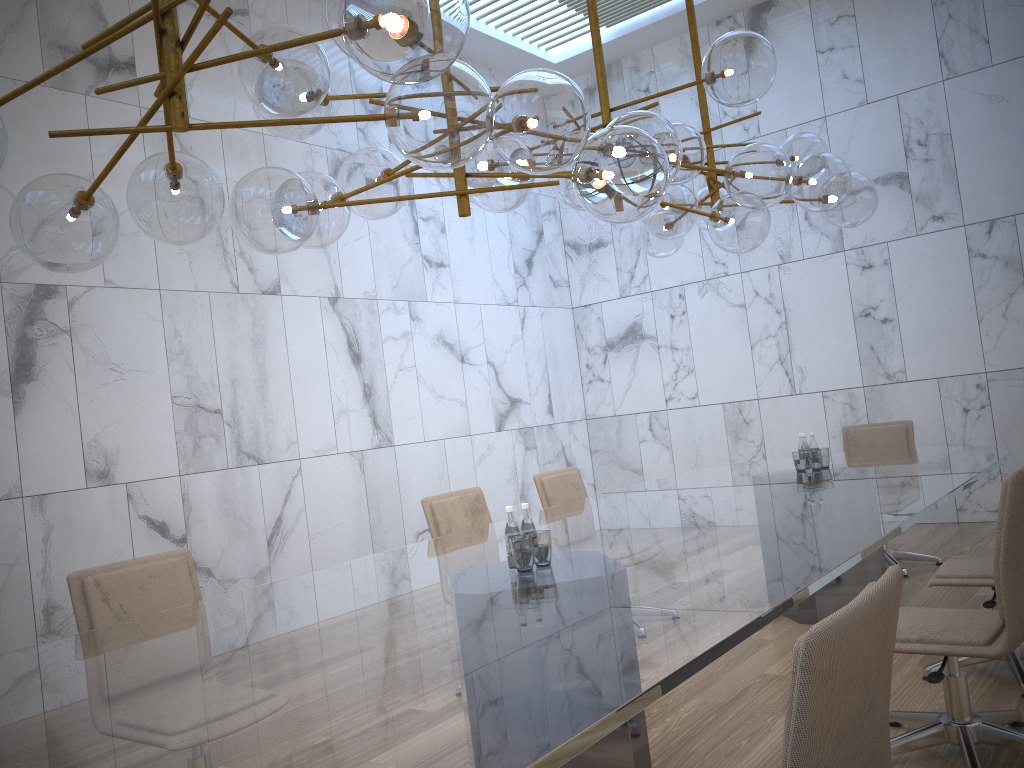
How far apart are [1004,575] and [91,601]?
3.1 meters

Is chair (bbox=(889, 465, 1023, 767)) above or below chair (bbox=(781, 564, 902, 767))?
below

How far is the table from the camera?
1.55m

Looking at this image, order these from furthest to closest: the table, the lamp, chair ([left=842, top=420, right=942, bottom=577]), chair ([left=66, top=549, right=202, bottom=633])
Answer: chair ([left=842, top=420, right=942, bottom=577])
chair ([left=66, top=549, right=202, bottom=633])
the lamp
the table

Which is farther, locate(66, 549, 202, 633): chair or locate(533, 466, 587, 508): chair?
locate(533, 466, 587, 508): chair

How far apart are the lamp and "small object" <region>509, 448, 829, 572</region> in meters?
1.1 m

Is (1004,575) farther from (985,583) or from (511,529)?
(511,529)

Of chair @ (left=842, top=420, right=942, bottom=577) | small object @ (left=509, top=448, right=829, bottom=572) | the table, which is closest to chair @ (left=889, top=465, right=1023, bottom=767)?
the table

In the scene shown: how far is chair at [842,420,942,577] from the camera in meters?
6.2

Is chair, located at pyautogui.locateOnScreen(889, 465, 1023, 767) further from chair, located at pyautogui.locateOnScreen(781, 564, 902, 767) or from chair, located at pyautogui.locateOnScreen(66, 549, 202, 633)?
chair, located at pyautogui.locateOnScreen(66, 549, 202, 633)
